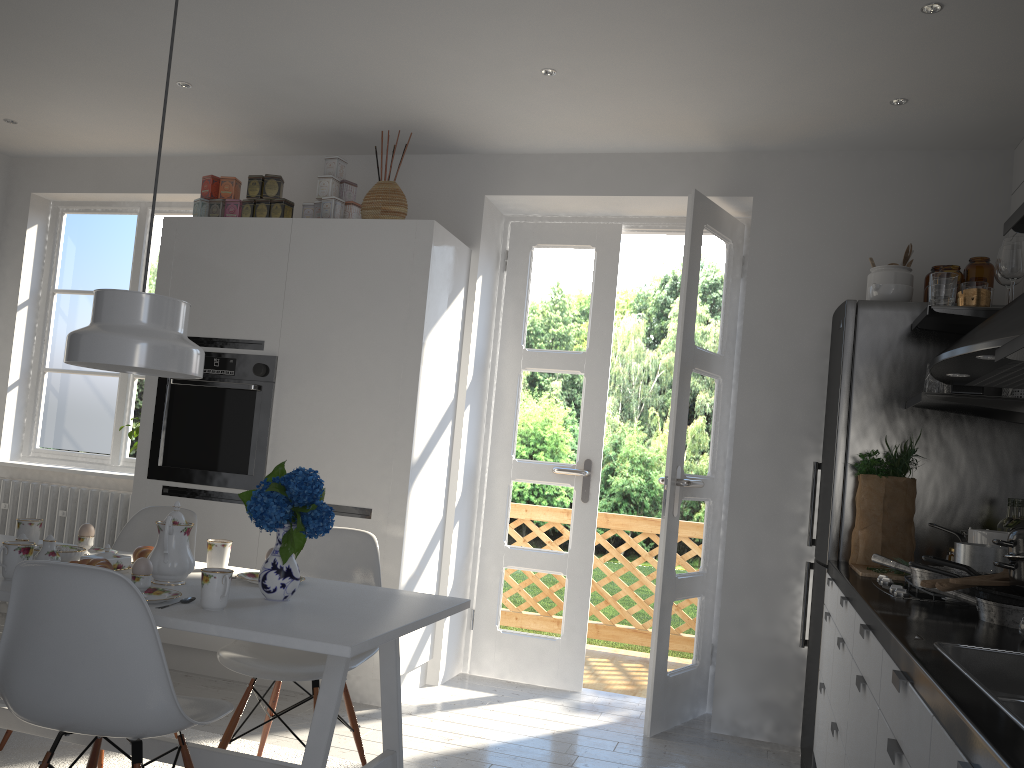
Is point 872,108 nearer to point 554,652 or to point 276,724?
point 554,652

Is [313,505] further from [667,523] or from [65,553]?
[667,523]

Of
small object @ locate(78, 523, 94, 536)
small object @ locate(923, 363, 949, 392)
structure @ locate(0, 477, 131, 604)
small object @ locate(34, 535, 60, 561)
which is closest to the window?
structure @ locate(0, 477, 131, 604)

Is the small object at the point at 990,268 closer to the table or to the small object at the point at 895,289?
the small object at the point at 895,289

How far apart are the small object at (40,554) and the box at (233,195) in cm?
221

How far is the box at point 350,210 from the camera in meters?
4.1

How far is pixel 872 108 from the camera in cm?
346

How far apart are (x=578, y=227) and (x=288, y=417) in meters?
1.7 m

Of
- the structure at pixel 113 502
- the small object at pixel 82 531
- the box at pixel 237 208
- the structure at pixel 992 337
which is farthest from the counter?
the structure at pixel 113 502

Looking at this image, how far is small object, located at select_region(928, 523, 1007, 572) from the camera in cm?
242
